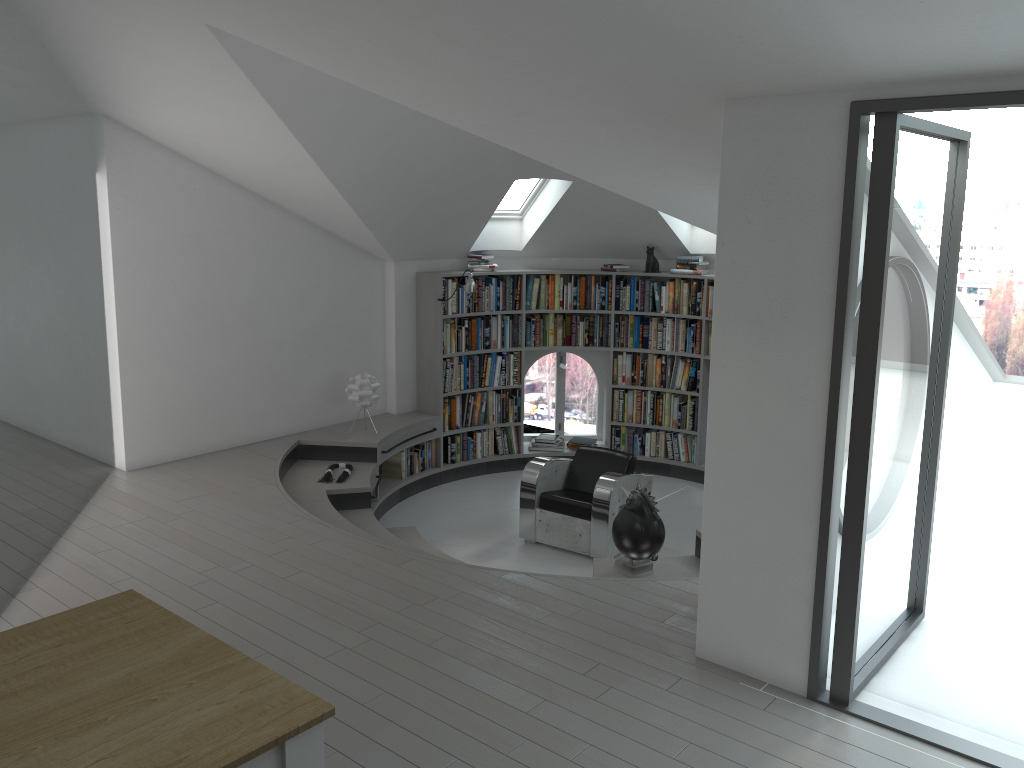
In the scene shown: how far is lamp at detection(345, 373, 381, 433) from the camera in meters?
7.7

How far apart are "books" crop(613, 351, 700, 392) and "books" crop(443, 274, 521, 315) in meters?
1.2 m

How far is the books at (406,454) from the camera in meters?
8.3

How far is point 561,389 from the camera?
11.21m

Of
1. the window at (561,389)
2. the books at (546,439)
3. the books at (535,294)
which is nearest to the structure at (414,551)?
the books at (546,439)

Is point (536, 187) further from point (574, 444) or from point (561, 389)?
point (561, 389)

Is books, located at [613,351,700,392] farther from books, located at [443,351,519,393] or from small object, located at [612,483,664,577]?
small object, located at [612,483,664,577]

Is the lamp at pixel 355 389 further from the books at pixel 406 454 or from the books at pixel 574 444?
the books at pixel 574 444

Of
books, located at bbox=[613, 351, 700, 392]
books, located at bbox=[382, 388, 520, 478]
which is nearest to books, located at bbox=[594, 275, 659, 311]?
books, located at bbox=[613, 351, 700, 392]

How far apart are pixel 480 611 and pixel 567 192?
4.6m
